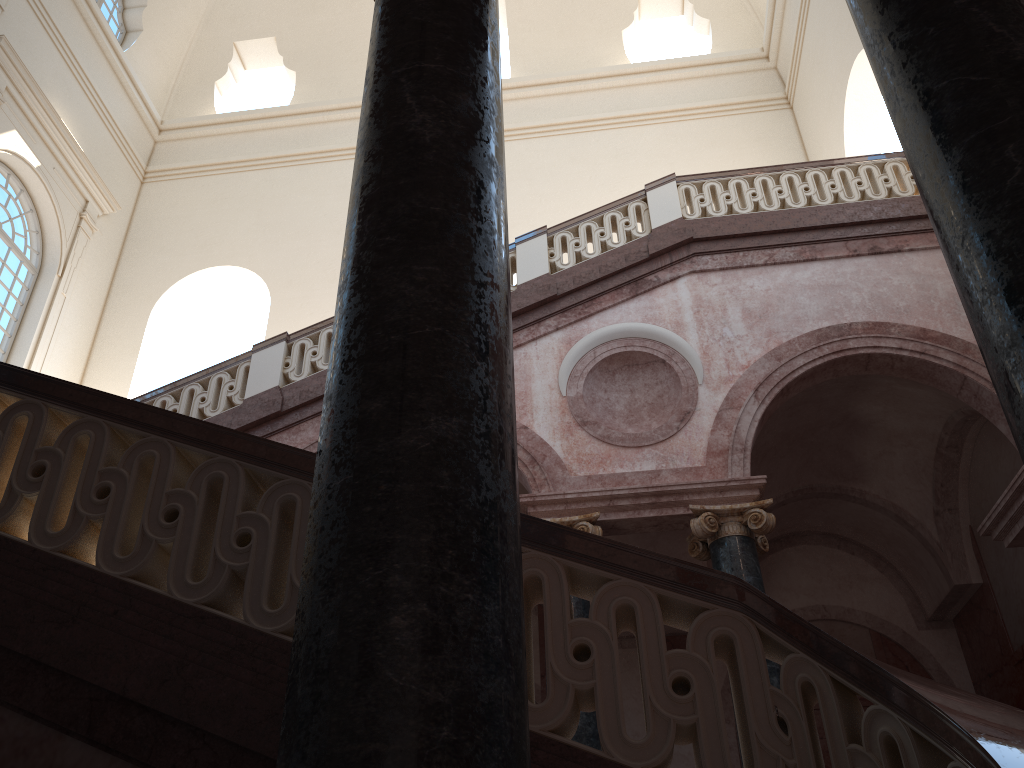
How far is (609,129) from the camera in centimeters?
1658cm
